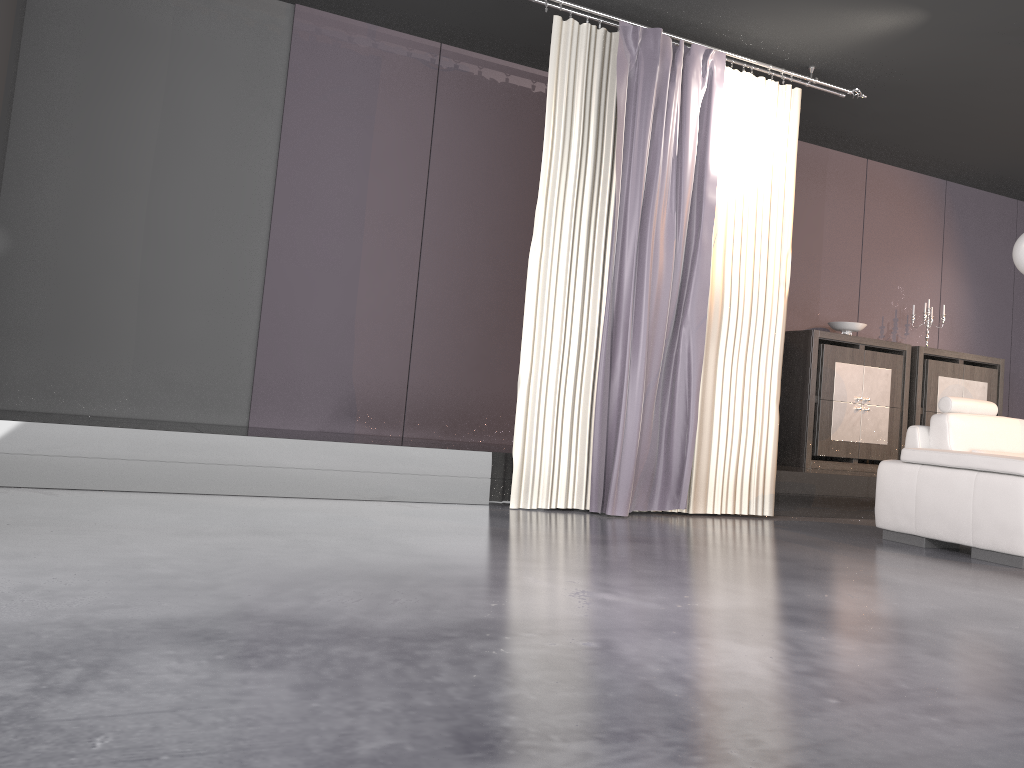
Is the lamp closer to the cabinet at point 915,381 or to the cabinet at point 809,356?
the cabinet at point 809,356

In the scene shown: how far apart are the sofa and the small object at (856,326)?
1.9m

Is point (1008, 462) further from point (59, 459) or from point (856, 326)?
point (59, 459)

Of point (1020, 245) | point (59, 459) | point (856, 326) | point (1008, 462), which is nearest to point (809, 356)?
point (856, 326)

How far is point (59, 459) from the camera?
4.1m

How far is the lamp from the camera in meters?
5.0 m

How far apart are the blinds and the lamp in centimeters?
132cm

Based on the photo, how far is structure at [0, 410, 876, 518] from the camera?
4.1 meters

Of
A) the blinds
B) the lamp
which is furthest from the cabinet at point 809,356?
the lamp

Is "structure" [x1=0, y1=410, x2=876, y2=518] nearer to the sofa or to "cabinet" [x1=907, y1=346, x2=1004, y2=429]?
the sofa
